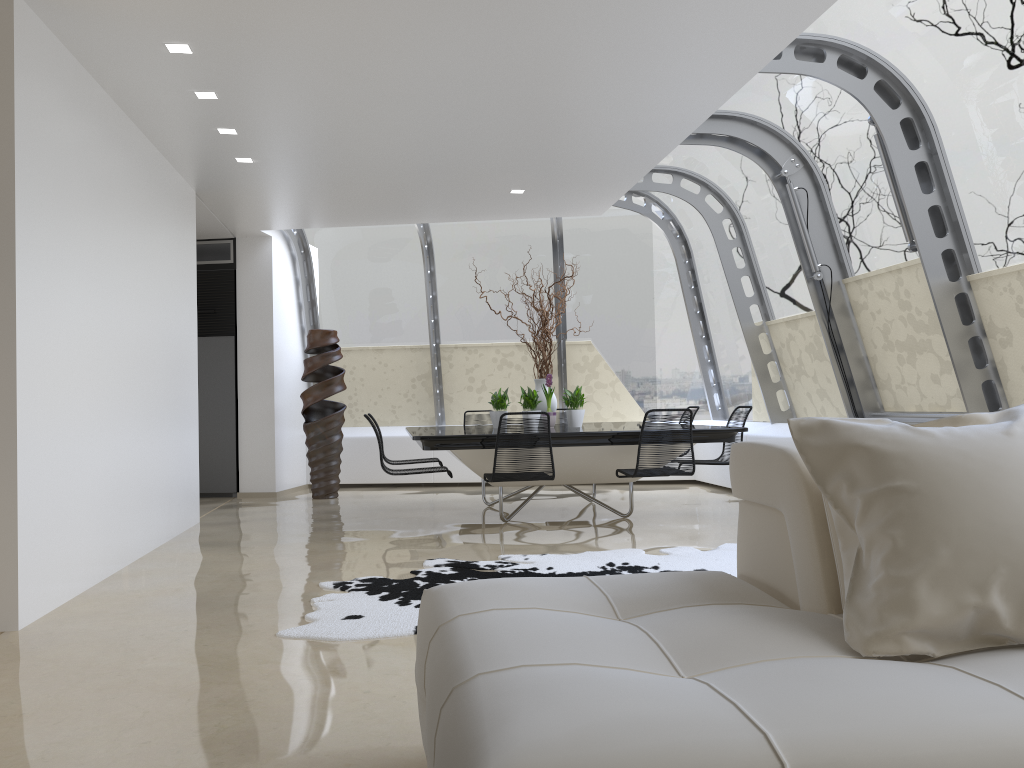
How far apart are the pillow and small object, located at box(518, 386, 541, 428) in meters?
5.5

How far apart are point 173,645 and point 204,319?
A: 6.9 meters

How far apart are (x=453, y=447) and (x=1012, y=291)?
3.7 meters

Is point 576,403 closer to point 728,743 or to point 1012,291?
point 1012,291

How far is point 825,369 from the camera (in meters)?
7.90

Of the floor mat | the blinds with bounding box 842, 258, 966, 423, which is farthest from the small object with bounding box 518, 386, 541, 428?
the blinds with bounding box 842, 258, 966, 423

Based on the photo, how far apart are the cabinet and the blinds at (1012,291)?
7.4 meters

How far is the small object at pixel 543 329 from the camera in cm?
784

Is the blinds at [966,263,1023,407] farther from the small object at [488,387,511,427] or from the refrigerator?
the refrigerator

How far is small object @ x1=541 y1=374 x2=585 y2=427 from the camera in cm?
766
